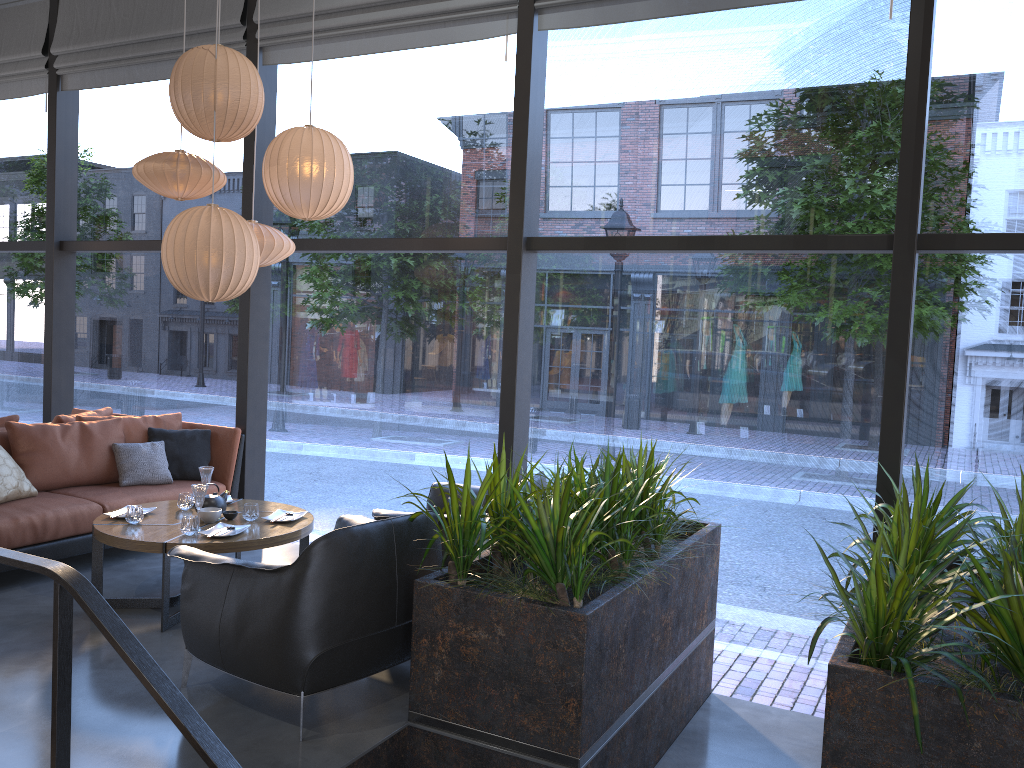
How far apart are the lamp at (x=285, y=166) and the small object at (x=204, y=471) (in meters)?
1.48

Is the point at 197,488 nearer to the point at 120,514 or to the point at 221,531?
the point at 221,531

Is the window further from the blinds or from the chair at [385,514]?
the chair at [385,514]

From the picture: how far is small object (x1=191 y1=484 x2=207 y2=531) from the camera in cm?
435

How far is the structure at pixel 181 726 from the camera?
1.97m

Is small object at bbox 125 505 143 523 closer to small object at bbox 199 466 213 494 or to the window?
small object at bbox 199 466 213 494

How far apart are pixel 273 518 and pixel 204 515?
0.4 meters

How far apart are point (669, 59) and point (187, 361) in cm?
406

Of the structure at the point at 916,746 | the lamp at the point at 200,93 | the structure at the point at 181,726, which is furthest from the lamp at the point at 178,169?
the structure at the point at 181,726

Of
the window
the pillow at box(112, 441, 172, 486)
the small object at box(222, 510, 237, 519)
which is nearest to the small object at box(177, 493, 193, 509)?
the small object at box(222, 510, 237, 519)
